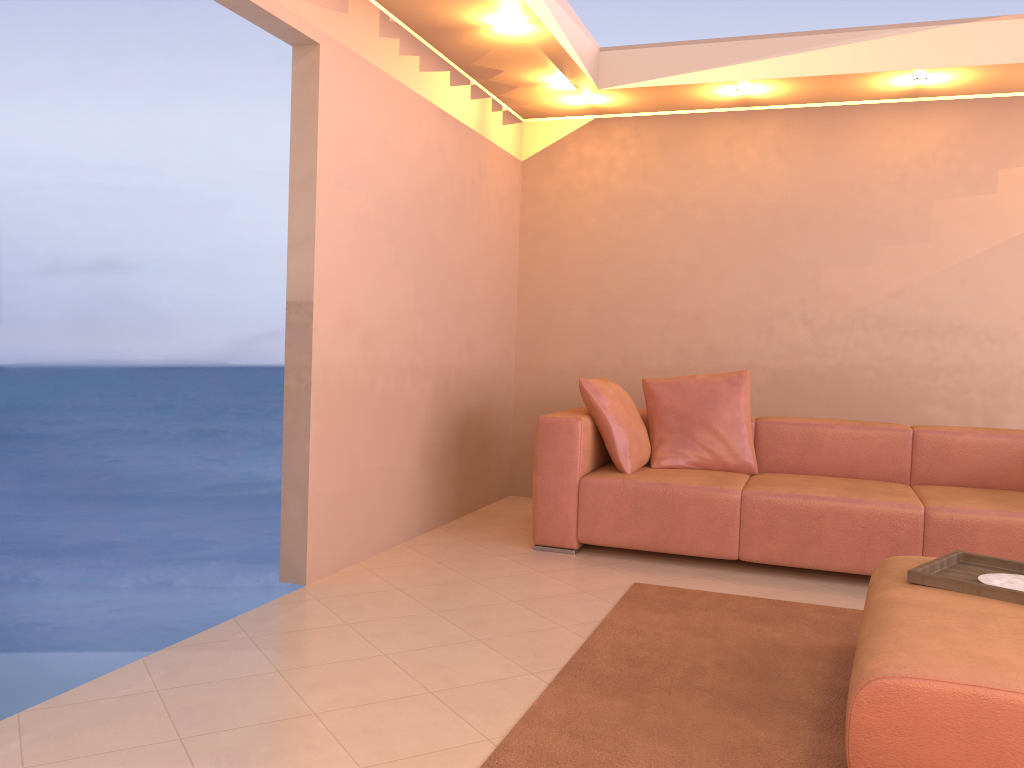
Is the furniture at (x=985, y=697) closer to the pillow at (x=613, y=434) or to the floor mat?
the floor mat

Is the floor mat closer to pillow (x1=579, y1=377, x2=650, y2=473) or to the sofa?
the sofa

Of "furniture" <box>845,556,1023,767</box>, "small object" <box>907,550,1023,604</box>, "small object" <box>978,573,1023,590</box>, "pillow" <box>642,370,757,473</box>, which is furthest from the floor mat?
"pillow" <box>642,370,757,473</box>

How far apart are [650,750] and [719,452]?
2.50m

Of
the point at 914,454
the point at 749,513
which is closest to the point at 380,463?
the point at 749,513

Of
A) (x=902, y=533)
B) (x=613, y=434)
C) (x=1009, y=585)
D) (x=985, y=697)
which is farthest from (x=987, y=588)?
(x=613, y=434)

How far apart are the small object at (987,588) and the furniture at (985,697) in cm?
2

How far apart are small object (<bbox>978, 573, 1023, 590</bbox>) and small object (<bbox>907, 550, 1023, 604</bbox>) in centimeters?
5cm

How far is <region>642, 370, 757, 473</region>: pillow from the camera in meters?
4.5 m

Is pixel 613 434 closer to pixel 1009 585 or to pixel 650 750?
pixel 1009 585
